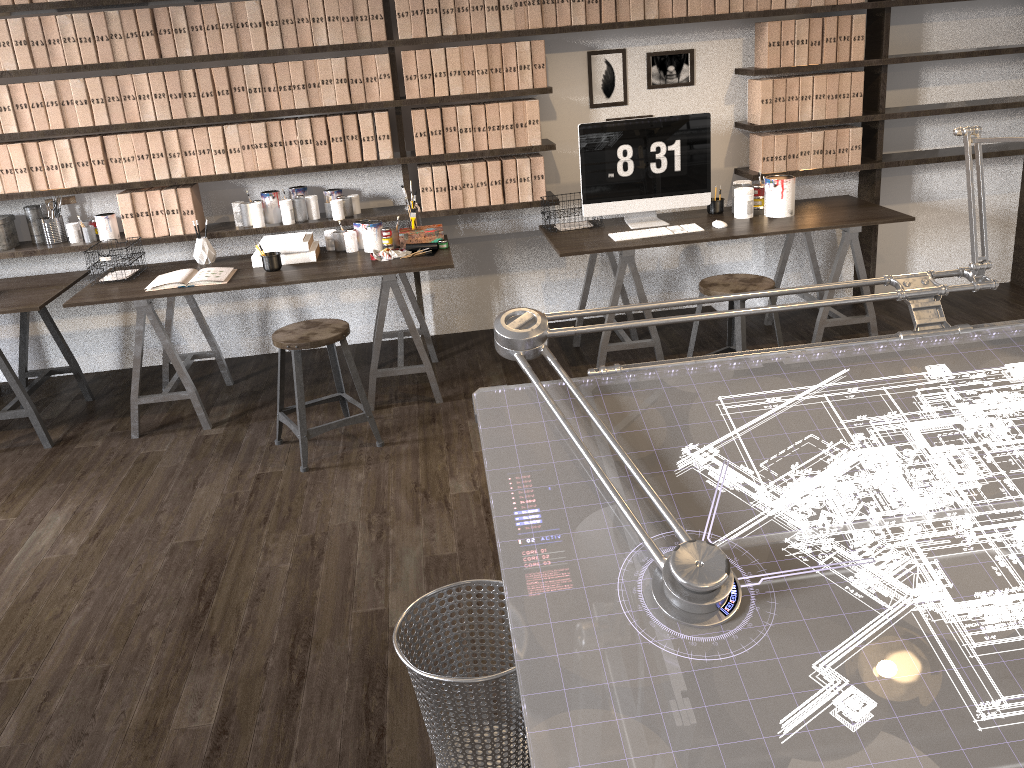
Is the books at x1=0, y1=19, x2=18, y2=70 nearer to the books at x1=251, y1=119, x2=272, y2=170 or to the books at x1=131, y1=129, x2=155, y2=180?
the books at x1=131, y1=129, x2=155, y2=180

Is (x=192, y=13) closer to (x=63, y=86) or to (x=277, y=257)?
(x=63, y=86)

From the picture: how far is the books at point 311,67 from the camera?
4.1m

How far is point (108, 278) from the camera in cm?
401

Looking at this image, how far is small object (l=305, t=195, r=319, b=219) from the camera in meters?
4.4 m

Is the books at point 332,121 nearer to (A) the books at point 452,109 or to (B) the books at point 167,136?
(A) the books at point 452,109

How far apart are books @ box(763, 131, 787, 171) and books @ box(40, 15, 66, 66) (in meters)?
3.40

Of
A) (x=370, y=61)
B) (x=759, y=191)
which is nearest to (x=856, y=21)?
(x=759, y=191)

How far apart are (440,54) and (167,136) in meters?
1.3 m

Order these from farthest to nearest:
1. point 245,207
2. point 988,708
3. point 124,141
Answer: point 245,207, point 124,141, point 988,708
